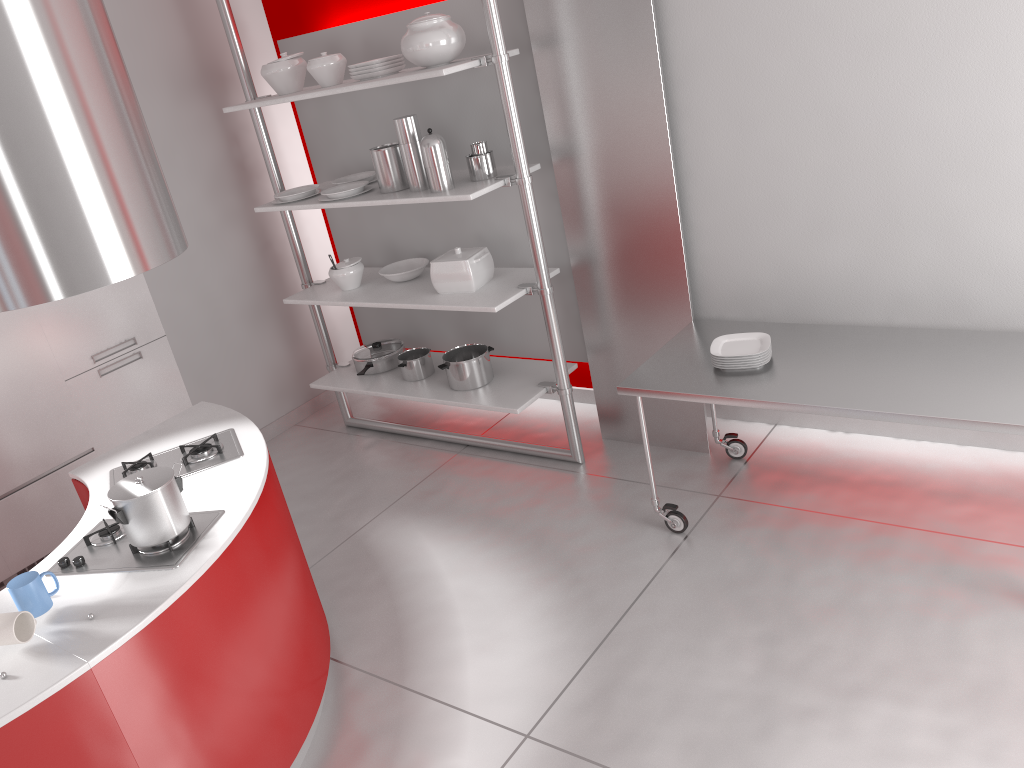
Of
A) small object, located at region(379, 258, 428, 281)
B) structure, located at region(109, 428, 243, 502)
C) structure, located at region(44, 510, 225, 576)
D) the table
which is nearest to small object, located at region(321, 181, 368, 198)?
small object, located at region(379, 258, 428, 281)

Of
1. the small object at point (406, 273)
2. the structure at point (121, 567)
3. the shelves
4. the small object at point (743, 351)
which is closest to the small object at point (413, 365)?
the shelves

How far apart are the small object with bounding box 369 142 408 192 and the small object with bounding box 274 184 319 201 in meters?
0.5

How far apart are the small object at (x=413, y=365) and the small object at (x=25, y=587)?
2.5m

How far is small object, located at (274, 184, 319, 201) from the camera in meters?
4.5 m

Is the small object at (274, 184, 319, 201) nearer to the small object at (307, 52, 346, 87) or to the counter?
the small object at (307, 52, 346, 87)

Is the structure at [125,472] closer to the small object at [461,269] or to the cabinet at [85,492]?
the cabinet at [85,492]

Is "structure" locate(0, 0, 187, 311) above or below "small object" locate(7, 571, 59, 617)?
above

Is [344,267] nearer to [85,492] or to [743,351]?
[85,492]

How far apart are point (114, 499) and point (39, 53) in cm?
118
